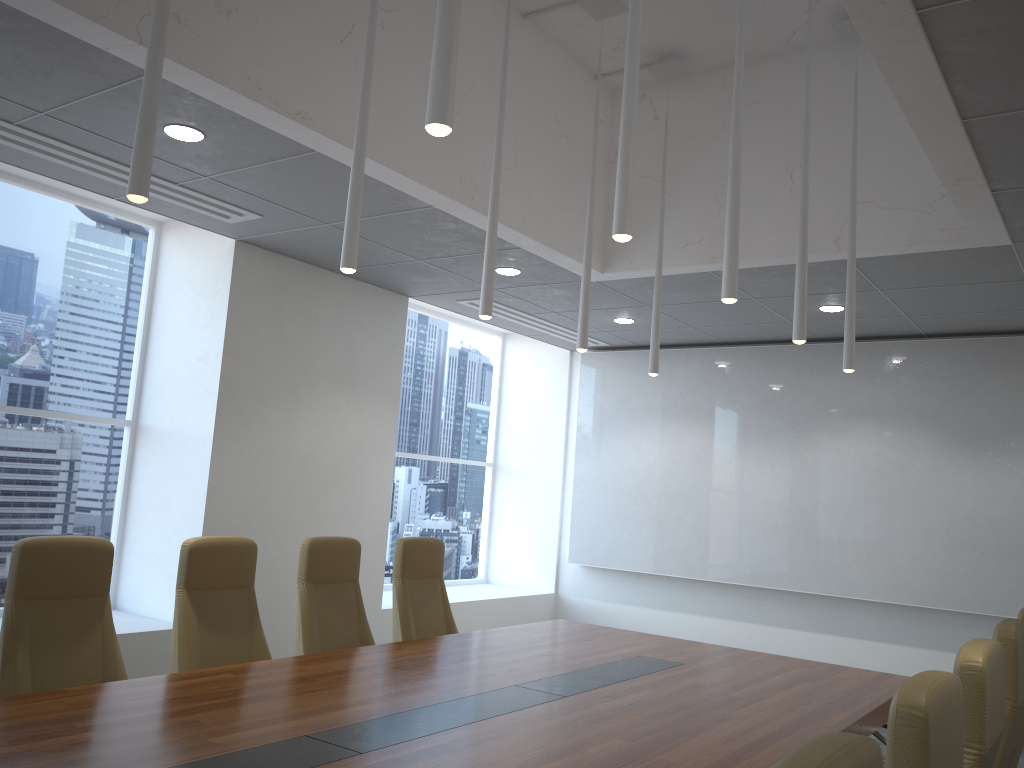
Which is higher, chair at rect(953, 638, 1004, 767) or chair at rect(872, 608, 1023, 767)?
chair at rect(953, 638, 1004, 767)

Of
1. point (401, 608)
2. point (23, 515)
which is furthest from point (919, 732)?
point (23, 515)

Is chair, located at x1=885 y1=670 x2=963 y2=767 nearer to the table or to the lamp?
the table

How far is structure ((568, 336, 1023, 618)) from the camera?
7.9m

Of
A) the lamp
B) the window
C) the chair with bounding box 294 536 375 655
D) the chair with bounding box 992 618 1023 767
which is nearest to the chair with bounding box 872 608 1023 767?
the chair with bounding box 992 618 1023 767

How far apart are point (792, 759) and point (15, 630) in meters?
3.5 m

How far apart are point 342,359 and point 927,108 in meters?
5.2

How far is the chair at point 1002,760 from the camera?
3.0m

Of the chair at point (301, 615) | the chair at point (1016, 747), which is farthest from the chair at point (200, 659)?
the chair at point (1016, 747)

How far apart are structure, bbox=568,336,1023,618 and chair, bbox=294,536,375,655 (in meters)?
4.98
